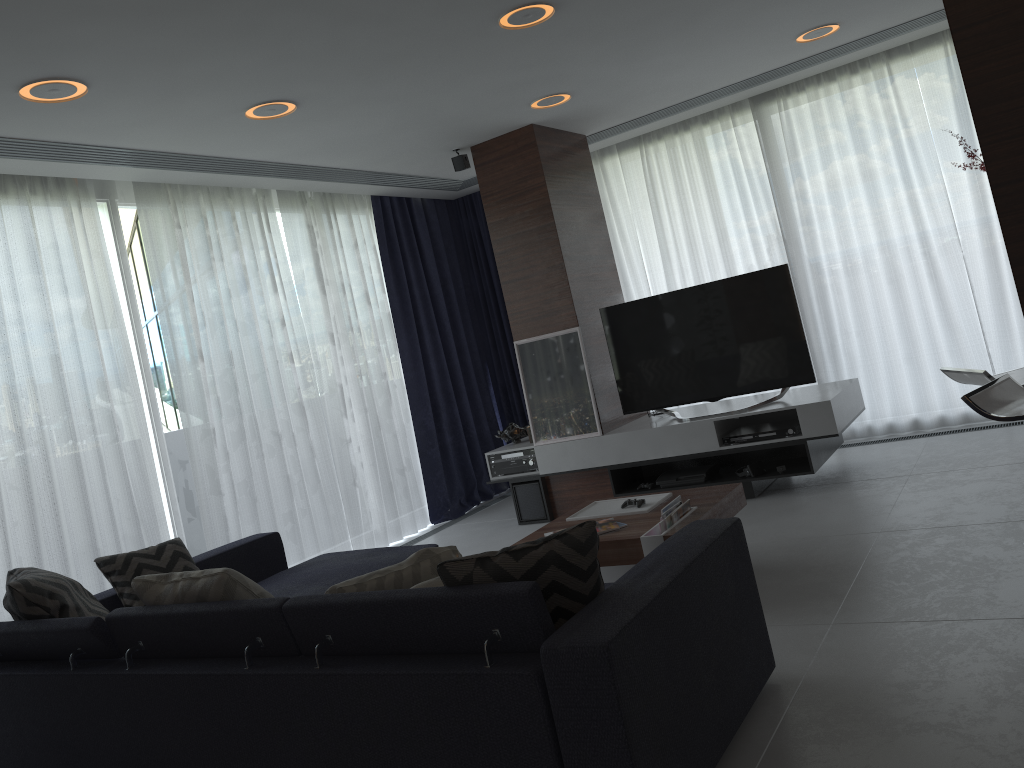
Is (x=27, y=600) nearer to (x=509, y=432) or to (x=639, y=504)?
(x=639, y=504)

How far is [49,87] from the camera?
3.39m

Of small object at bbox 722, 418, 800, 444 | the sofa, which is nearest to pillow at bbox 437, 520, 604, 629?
the sofa

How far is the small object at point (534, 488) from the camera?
5.9m

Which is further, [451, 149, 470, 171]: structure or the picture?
[451, 149, 470, 171]: structure

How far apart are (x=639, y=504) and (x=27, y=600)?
2.5m

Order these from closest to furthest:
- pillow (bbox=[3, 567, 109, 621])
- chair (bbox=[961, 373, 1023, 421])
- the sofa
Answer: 1. the sofa
2. chair (bbox=[961, 373, 1023, 421])
3. pillow (bbox=[3, 567, 109, 621])

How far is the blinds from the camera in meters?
4.6

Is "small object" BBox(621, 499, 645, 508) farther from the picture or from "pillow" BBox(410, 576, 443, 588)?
"pillow" BBox(410, 576, 443, 588)

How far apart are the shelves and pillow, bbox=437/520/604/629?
3.0 meters
